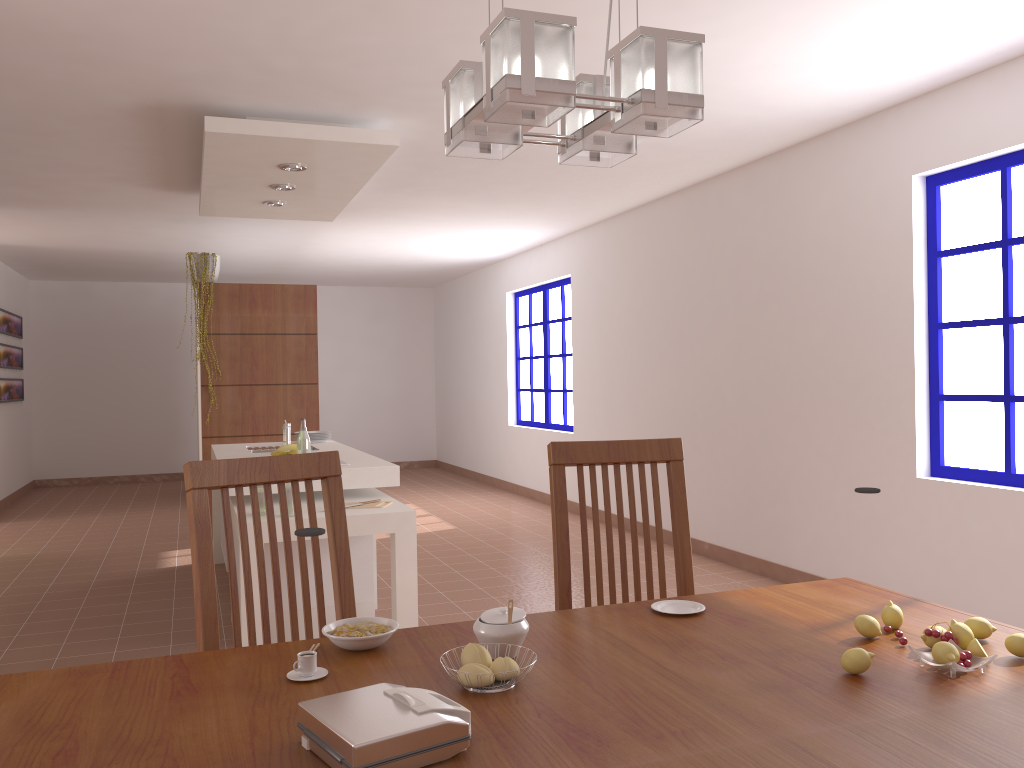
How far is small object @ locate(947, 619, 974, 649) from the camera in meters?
1.5 m

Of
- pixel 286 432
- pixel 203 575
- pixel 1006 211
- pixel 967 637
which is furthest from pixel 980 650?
pixel 286 432

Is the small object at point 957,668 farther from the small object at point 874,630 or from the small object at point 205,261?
the small object at point 205,261

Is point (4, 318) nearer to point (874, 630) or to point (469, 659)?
point (469, 659)

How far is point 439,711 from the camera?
1.1m

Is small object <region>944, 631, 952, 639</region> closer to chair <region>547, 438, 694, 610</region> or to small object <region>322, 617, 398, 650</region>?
chair <region>547, 438, 694, 610</region>

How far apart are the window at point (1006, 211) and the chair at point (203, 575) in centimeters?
313cm

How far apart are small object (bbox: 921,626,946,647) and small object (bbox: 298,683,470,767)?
0.8 meters

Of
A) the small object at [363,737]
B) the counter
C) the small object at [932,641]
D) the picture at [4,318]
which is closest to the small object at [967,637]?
the small object at [932,641]

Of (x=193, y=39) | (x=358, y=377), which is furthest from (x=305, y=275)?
(x=193, y=39)
